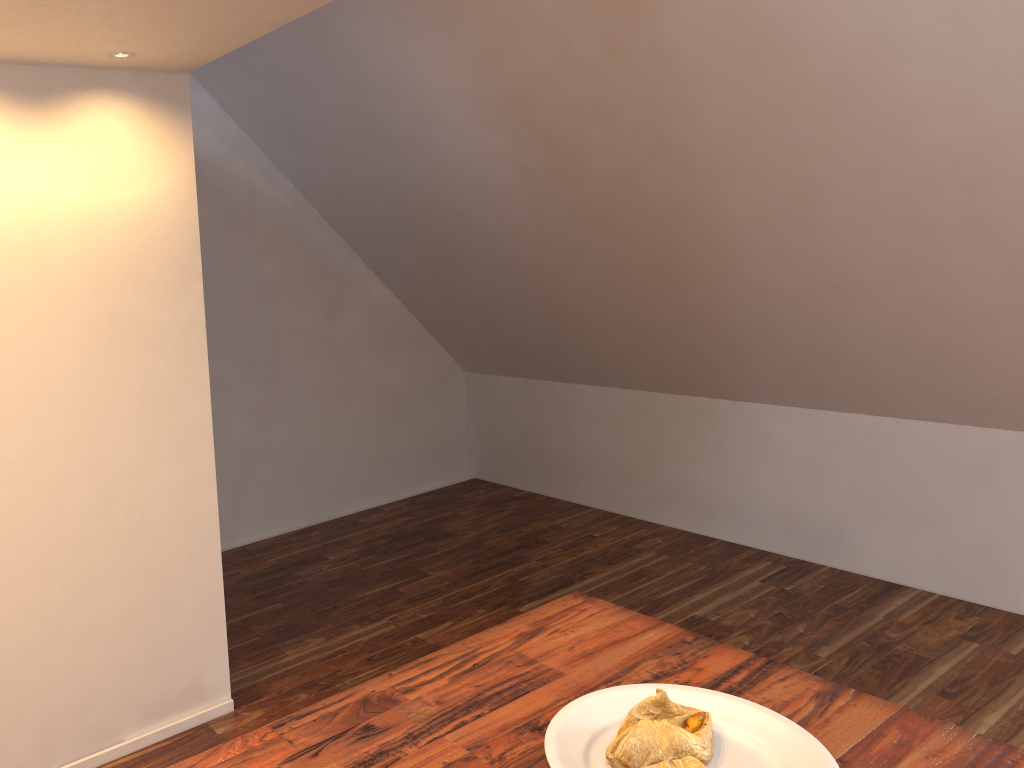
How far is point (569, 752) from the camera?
1.0m

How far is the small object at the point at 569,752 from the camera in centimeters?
104cm

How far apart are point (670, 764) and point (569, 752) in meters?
0.1

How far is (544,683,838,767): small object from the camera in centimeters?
104cm

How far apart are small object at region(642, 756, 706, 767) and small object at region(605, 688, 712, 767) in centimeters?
3cm

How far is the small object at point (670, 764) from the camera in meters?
1.0

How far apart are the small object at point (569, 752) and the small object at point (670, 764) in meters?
0.1 m

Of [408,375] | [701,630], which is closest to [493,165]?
[408,375]

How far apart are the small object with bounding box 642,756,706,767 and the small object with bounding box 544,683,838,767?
0.1m

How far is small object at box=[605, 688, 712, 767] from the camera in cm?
103
